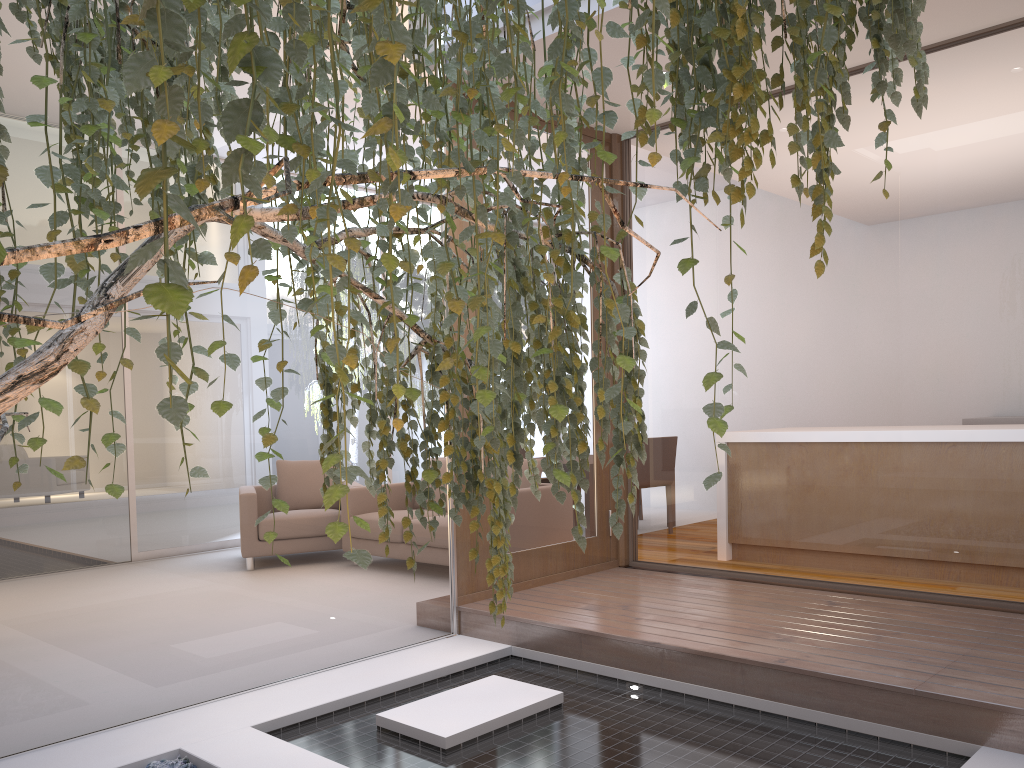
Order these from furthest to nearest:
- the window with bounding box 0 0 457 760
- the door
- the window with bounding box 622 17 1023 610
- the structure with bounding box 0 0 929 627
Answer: the door
the window with bounding box 622 17 1023 610
the window with bounding box 0 0 457 760
the structure with bounding box 0 0 929 627

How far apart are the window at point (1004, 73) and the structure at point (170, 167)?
2.2 meters

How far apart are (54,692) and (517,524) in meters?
2.1 m

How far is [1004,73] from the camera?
3.3 meters

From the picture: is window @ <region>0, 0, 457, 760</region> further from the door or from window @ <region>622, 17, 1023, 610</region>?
window @ <region>622, 17, 1023, 610</region>

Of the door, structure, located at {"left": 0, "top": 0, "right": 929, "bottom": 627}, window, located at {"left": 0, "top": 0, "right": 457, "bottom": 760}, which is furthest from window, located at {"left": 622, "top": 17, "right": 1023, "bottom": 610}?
structure, located at {"left": 0, "top": 0, "right": 929, "bottom": 627}

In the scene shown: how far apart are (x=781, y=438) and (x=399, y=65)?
3.8m

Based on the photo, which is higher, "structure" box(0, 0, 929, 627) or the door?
"structure" box(0, 0, 929, 627)

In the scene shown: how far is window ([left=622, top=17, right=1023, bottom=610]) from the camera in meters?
3.3

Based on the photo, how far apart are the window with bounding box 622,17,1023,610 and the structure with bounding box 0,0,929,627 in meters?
2.2
